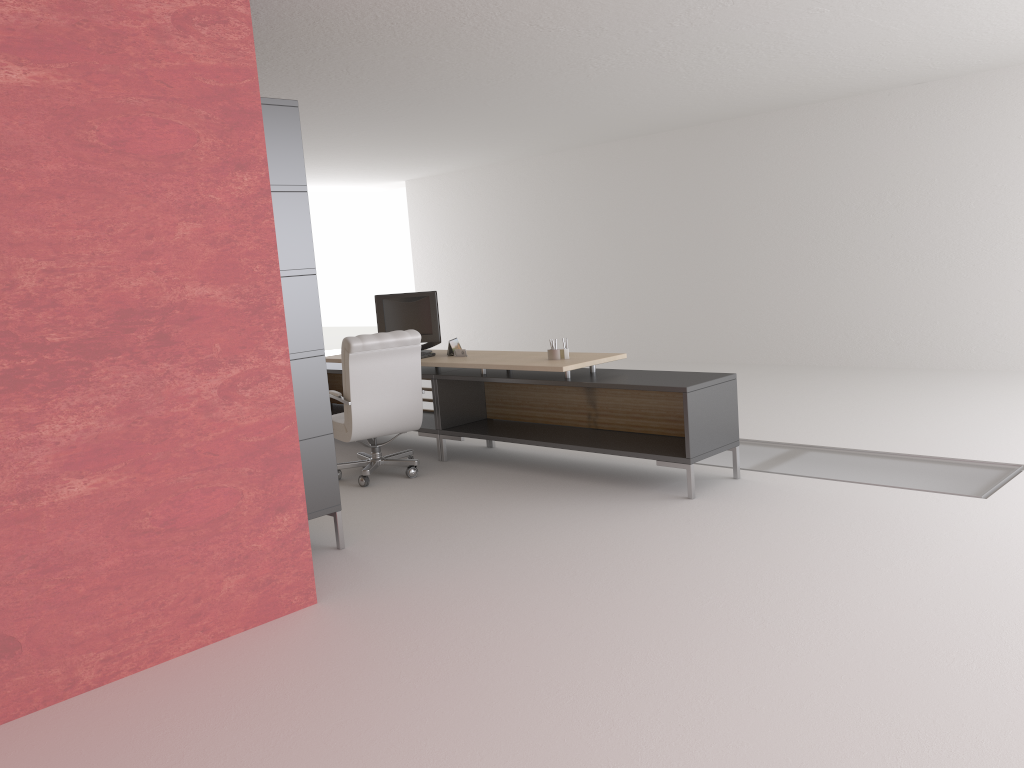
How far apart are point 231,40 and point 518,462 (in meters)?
5.78

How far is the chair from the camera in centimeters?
926cm

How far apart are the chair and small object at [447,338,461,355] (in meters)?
1.03

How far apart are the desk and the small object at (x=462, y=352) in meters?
0.1

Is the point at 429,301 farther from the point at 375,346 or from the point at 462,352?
the point at 375,346

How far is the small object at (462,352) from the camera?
10.44m

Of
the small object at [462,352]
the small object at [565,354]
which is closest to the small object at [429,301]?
the small object at [462,352]

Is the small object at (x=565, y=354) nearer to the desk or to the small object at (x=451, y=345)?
the desk

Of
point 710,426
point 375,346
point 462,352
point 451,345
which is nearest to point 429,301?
point 451,345

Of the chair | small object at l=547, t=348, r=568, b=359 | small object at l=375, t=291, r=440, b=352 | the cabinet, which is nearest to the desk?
small object at l=547, t=348, r=568, b=359
